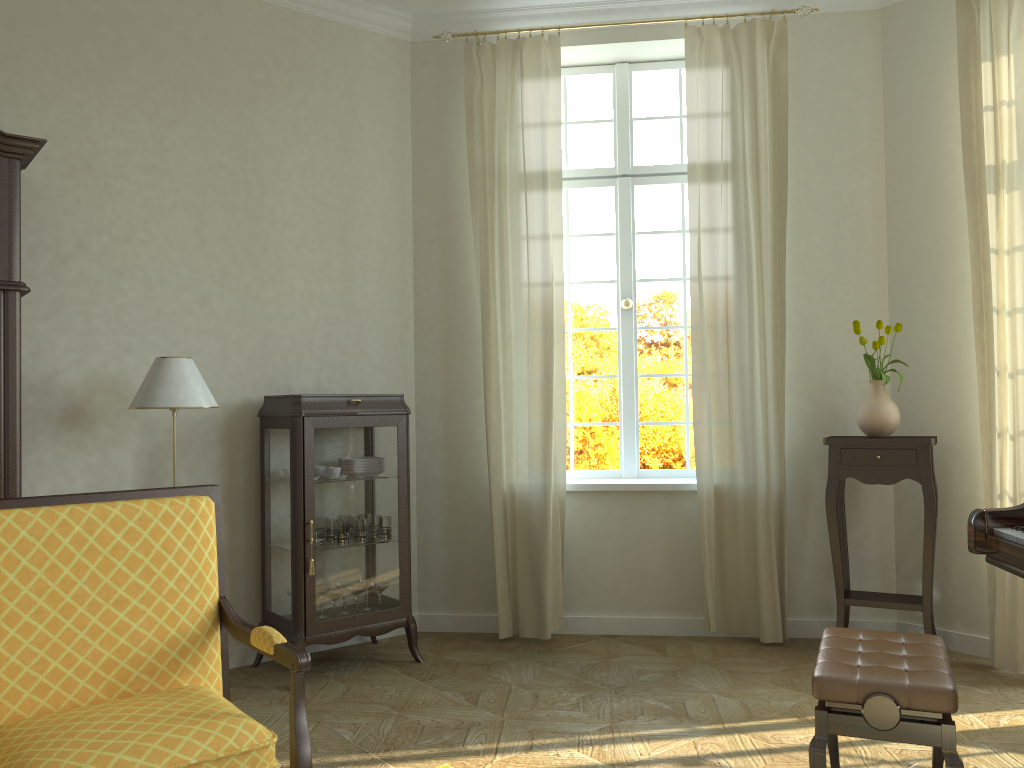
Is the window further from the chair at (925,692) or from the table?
the chair at (925,692)

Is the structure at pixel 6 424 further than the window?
No

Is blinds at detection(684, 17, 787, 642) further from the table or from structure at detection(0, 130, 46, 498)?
structure at detection(0, 130, 46, 498)

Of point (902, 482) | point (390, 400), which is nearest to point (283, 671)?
point (390, 400)

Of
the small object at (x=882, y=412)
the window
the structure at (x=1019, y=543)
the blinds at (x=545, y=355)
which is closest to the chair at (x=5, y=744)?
the structure at (x=1019, y=543)

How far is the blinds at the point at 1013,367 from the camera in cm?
419

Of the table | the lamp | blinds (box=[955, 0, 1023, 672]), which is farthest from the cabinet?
blinds (box=[955, 0, 1023, 672])

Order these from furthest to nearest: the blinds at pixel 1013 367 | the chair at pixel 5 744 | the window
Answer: the window, the blinds at pixel 1013 367, the chair at pixel 5 744

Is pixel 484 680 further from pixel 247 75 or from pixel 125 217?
pixel 247 75

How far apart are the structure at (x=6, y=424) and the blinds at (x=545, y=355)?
2.2 meters
